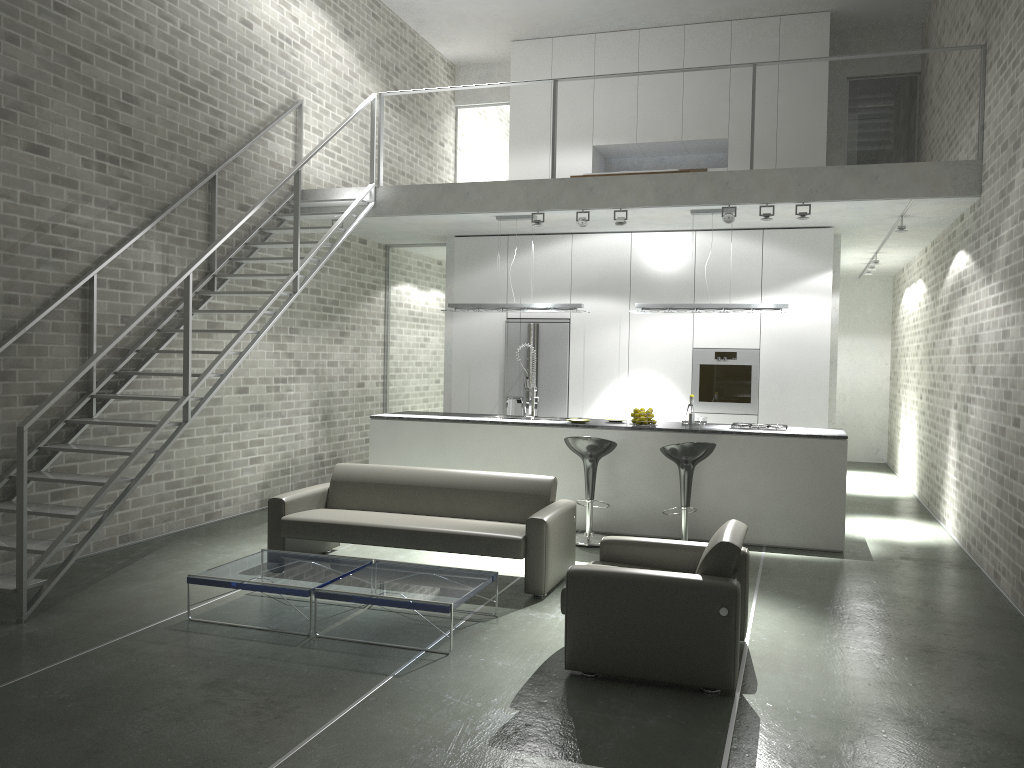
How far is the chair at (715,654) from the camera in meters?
4.1 m

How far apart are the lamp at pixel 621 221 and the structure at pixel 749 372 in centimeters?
197cm

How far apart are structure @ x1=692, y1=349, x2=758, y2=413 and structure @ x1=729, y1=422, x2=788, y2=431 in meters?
1.4

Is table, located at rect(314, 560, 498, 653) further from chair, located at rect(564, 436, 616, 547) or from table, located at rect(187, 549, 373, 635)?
chair, located at rect(564, 436, 616, 547)

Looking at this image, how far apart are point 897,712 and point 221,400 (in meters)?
6.28

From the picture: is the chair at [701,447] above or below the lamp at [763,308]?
below

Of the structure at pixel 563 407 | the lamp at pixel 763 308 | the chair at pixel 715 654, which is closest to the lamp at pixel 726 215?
the lamp at pixel 763 308

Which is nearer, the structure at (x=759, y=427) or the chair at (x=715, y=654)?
the chair at (x=715, y=654)

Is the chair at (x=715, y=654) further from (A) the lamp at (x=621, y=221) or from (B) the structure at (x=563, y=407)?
(B) the structure at (x=563, y=407)

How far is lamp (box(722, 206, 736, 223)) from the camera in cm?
800
